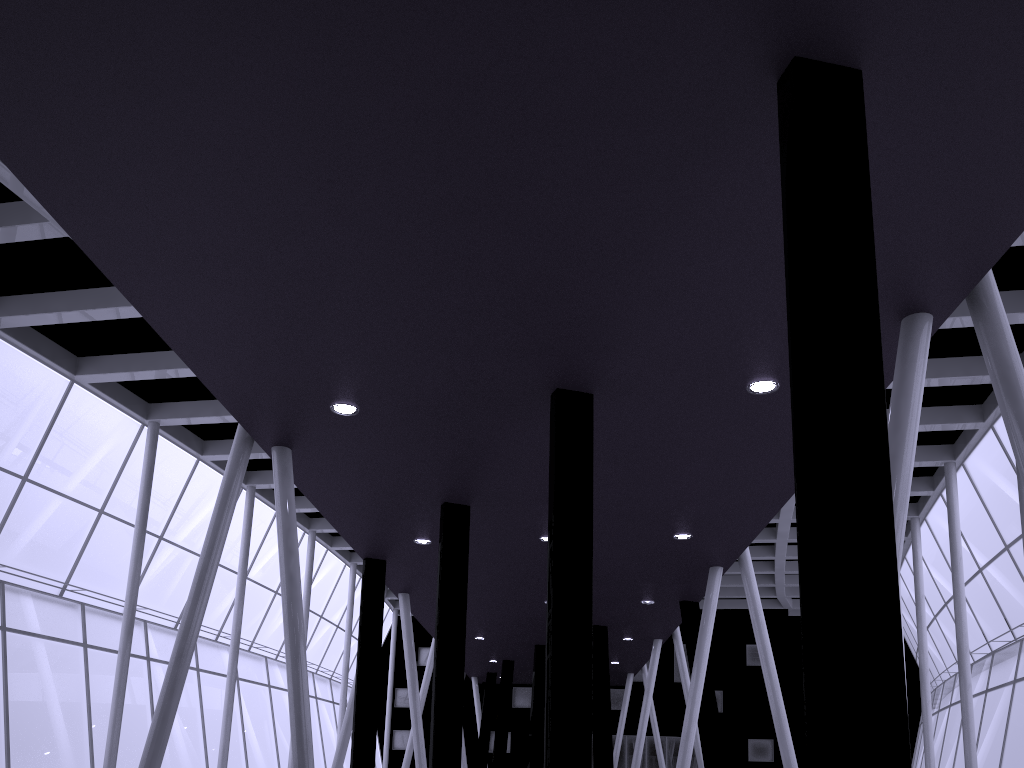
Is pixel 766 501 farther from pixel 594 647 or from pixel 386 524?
pixel 594 647
